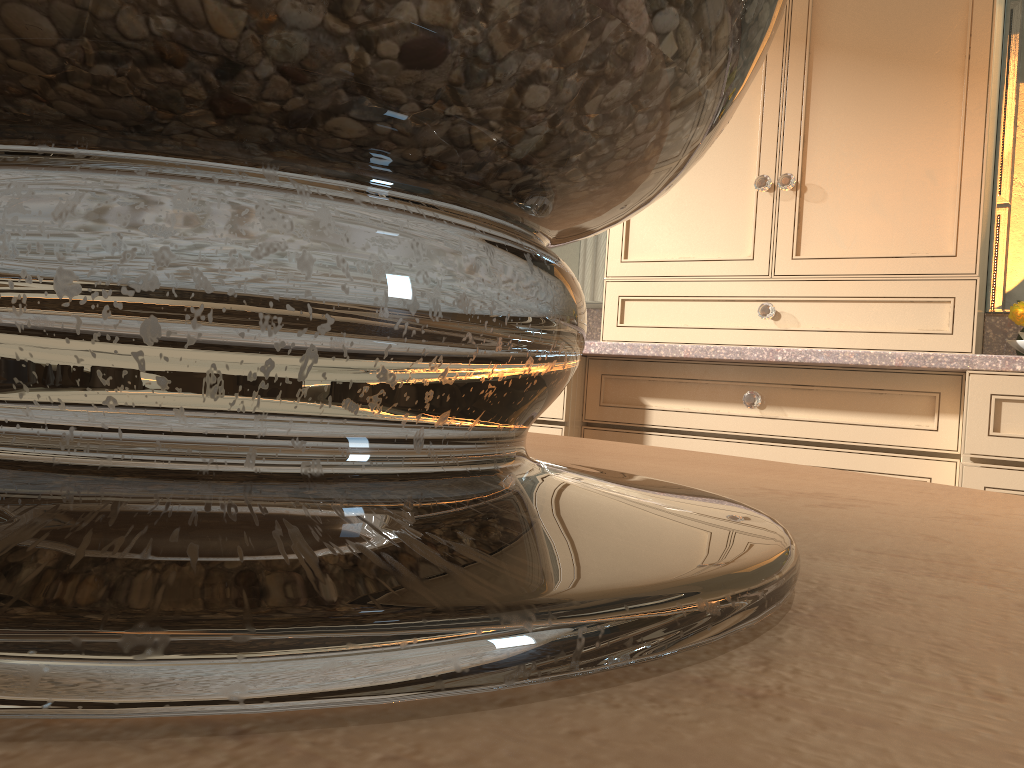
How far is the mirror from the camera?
2.0m

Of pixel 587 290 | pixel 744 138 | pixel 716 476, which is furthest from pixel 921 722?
pixel 587 290

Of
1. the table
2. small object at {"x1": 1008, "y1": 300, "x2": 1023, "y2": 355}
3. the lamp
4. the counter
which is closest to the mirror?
the counter

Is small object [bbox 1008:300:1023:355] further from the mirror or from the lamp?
the lamp

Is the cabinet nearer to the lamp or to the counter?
the counter

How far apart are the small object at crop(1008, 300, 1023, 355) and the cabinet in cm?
8

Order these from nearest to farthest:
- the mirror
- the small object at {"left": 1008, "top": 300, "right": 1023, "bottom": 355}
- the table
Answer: the table < the small object at {"left": 1008, "top": 300, "right": 1023, "bottom": 355} < the mirror

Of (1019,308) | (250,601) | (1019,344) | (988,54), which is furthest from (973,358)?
(250,601)

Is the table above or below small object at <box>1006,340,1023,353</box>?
below

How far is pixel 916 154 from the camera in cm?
178
